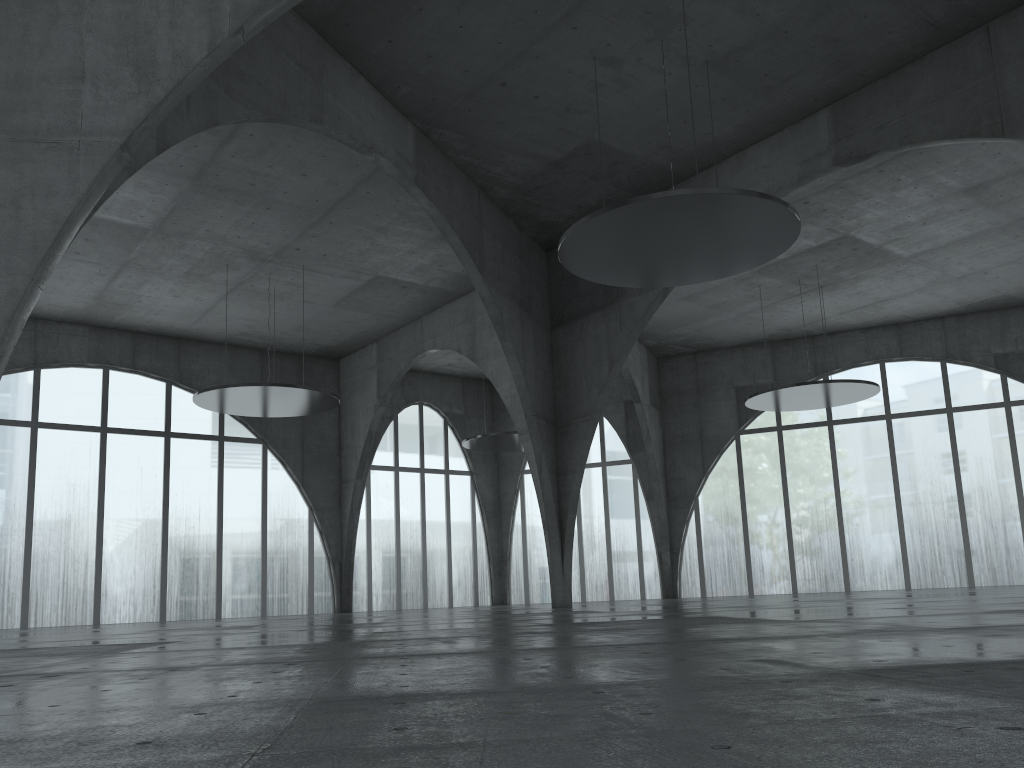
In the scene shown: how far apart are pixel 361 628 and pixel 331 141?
28.0 meters

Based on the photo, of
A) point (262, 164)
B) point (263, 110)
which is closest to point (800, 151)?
point (263, 110)
